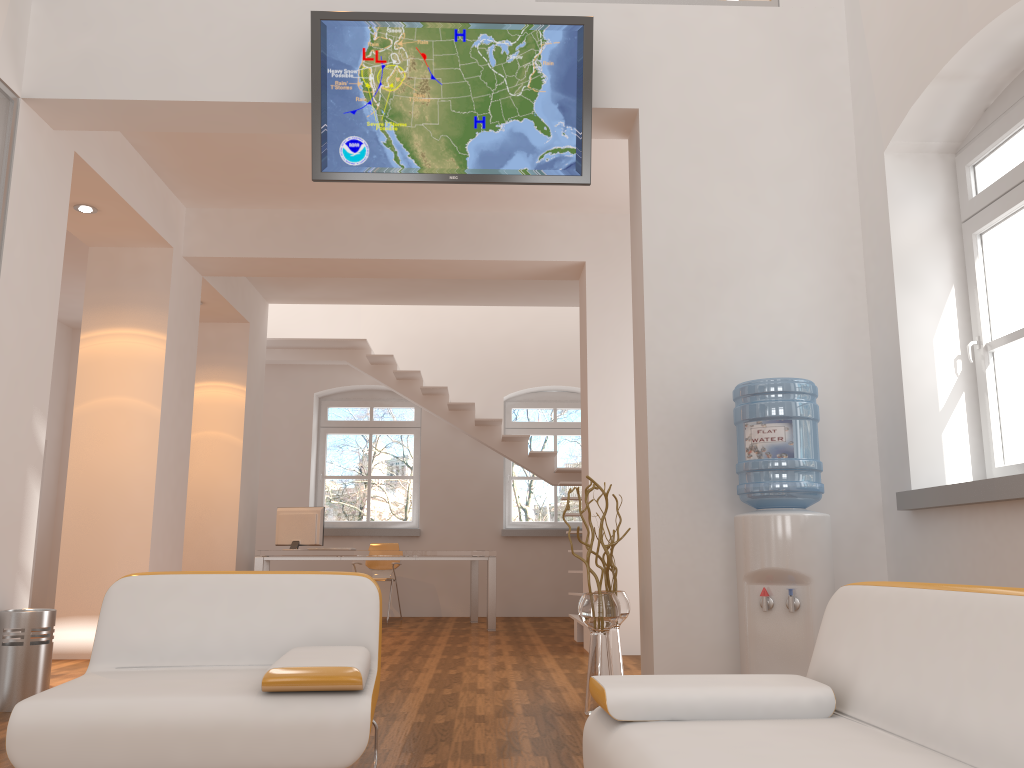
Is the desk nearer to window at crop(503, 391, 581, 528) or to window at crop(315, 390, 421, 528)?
window at crop(503, 391, 581, 528)

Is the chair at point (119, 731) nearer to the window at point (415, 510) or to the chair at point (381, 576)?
the chair at point (381, 576)

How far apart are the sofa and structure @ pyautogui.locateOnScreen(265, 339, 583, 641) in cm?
509

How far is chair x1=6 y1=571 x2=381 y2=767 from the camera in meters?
2.3

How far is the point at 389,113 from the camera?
4.4m

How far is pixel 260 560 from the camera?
8.1m

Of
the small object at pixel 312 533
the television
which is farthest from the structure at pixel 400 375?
the television

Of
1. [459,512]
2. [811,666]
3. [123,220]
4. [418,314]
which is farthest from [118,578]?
[418,314]

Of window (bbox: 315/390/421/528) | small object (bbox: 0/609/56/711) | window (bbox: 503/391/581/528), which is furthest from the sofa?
window (bbox: 315/390/421/528)

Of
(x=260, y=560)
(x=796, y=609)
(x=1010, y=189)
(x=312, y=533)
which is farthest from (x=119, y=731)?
(x=312, y=533)
